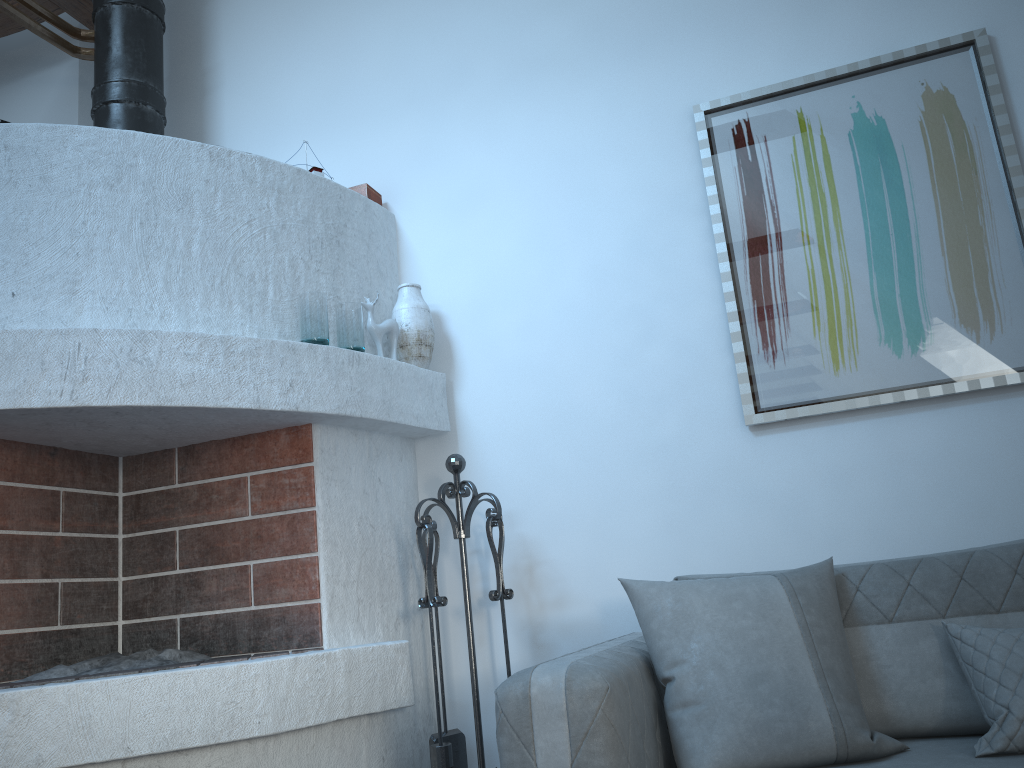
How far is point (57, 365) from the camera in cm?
241

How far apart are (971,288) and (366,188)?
2.18m

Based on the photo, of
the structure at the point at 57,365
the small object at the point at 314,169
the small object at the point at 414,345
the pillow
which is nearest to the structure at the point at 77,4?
the structure at the point at 57,365

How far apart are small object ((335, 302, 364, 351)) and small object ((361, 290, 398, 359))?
0.11m

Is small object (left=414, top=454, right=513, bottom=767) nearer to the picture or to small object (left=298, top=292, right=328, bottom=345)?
small object (left=298, top=292, right=328, bottom=345)

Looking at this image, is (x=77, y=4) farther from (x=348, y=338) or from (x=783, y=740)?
(x=783, y=740)

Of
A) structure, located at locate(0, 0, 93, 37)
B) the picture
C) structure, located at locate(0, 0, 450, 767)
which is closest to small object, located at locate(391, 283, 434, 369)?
structure, located at locate(0, 0, 450, 767)

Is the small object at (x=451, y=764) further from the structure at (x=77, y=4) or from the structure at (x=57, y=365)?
the structure at (x=77, y=4)

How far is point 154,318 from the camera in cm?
269

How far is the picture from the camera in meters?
2.8 m
